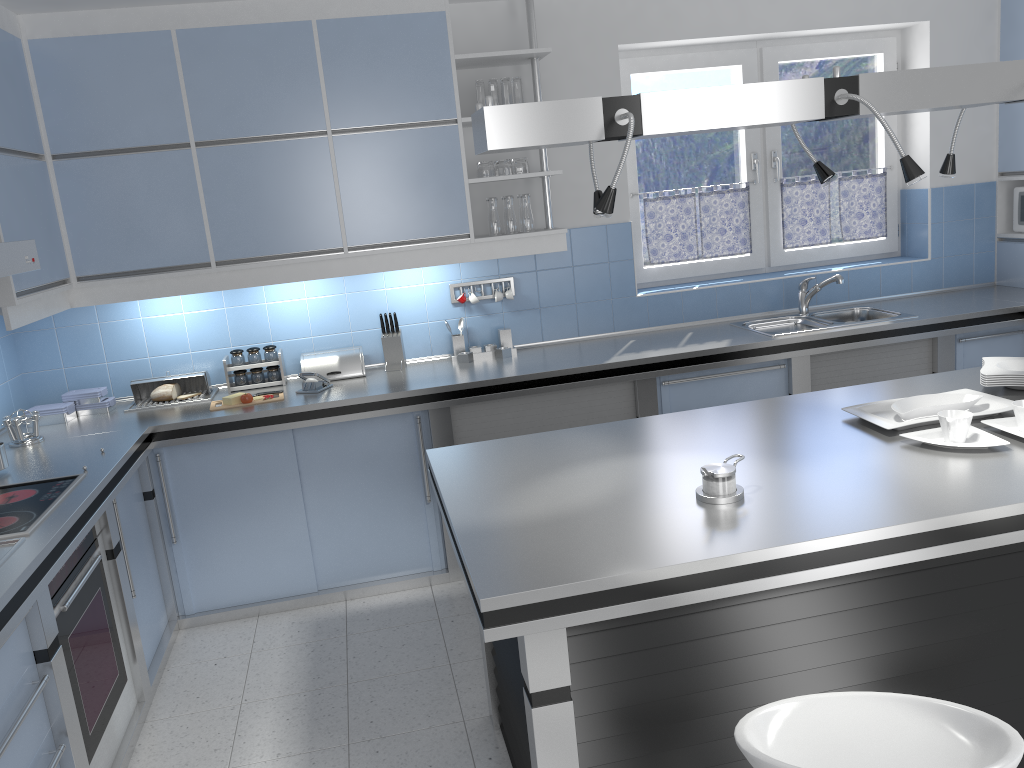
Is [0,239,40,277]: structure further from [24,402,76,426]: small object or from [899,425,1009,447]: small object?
[899,425,1009,447]: small object

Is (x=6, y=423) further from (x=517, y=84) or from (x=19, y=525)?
(x=517, y=84)

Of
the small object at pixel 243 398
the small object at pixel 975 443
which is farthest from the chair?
the small object at pixel 243 398

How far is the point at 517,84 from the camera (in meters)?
4.25

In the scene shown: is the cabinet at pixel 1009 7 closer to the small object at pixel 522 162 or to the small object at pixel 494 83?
the small object at pixel 522 162

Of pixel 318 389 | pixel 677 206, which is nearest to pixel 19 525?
pixel 318 389

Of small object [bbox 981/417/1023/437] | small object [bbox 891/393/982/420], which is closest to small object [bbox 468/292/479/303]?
small object [bbox 891/393/982/420]

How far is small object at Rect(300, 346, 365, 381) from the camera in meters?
4.4

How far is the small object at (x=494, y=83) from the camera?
4.2 meters

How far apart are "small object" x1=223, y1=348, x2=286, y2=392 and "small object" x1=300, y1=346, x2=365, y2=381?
0.11m
